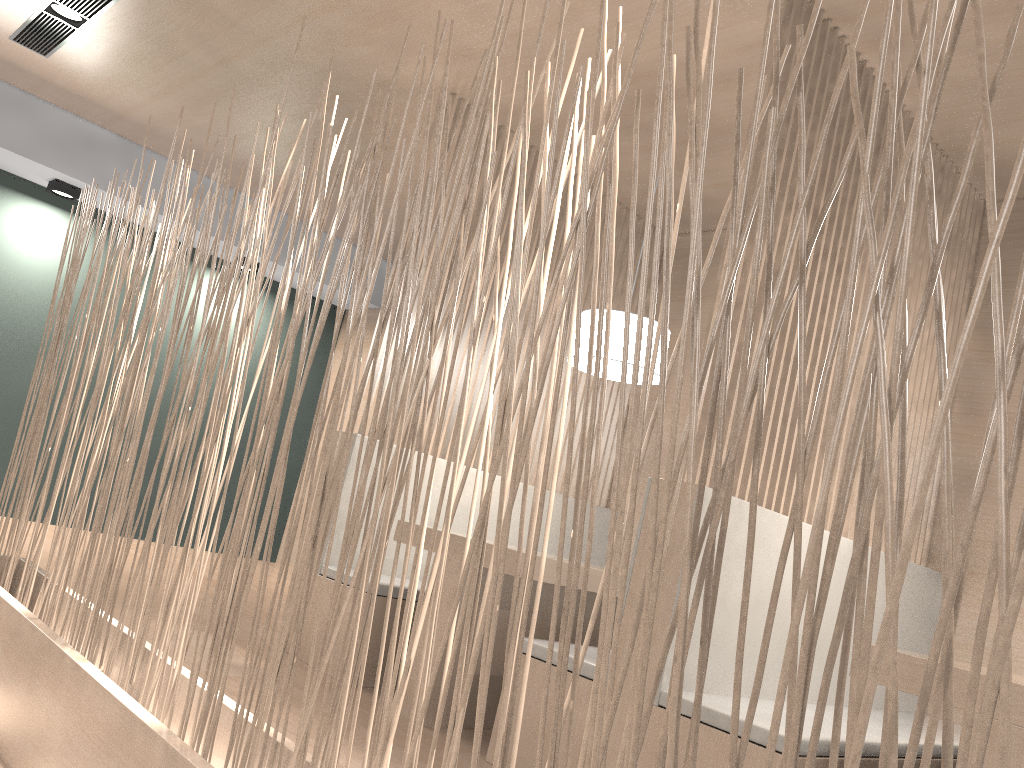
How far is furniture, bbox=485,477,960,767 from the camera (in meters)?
1.38

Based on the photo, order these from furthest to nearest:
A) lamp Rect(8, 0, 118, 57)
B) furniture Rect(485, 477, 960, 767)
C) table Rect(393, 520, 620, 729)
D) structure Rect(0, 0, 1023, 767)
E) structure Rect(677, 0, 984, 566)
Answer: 1. lamp Rect(8, 0, 118, 57)
2. table Rect(393, 520, 620, 729)
3. structure Rect(677, 0, 984, 566)
4. furniture Rect(485, 477, 960, 767)
5. structure Rect(0, 0, 1023, 767)

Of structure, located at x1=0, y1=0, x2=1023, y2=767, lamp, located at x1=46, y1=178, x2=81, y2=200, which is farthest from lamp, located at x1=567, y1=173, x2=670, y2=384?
lamp, located at x1=46, y1=178, x2=81, y2=200

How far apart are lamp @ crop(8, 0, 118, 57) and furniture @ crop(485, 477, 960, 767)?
2.1m

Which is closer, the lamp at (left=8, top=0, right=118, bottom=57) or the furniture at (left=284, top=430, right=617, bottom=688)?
the furniture at (left=284, top=430, right=617, bottom=688)

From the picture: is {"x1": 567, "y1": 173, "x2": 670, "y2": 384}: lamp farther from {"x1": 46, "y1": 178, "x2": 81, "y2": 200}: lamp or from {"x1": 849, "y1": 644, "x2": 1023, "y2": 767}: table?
{"x1": 46, "y1": 178, "x2": 81, "y2": 200}: lamp

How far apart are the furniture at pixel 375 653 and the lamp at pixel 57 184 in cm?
207

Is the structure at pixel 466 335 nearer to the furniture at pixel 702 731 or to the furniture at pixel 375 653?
the furniture at pixel 375 653

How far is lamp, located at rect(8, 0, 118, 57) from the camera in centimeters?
259cm

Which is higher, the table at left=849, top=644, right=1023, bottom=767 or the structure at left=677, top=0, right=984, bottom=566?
the structure at left=677, top=0, right=984, bottom=566
